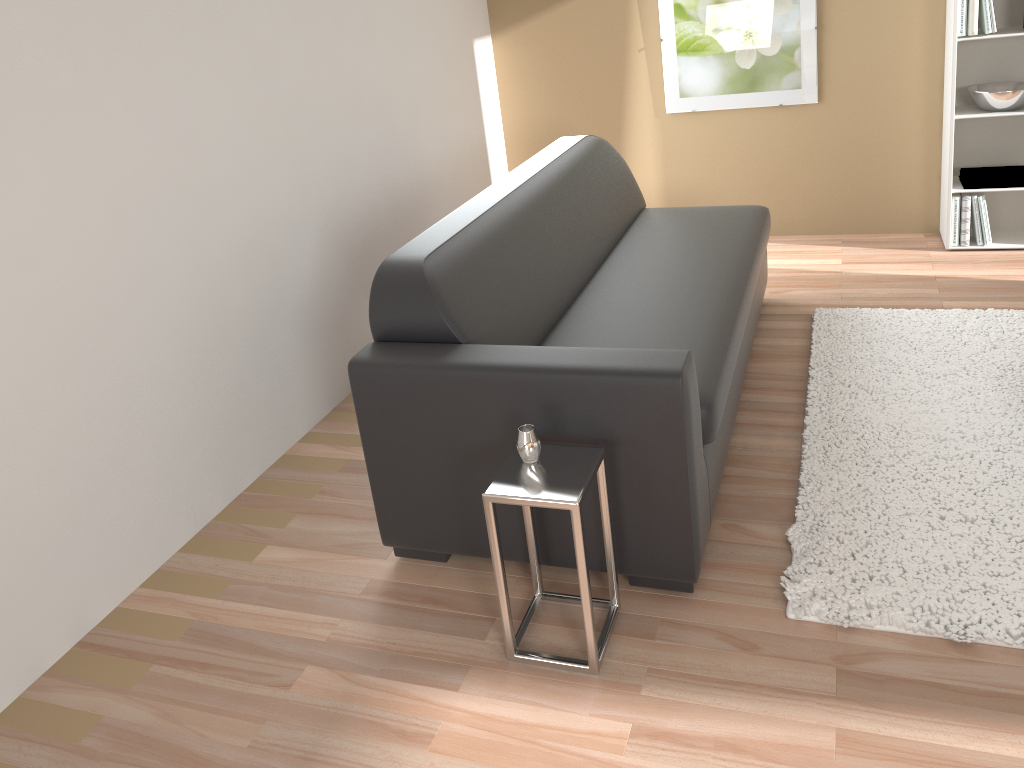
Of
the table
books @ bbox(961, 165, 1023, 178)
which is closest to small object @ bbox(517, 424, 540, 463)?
the table

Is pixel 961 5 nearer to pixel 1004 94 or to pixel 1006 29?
pixel 1006 29

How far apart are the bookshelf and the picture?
0.62m

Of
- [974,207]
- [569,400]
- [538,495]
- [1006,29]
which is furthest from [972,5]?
[538,495]

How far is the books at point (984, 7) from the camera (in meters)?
3.94

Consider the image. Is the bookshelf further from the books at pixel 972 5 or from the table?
the table

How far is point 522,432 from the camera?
2.1m

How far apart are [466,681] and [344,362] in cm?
183

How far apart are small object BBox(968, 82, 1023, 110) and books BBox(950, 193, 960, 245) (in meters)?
0.42

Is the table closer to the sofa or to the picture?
the sofa
